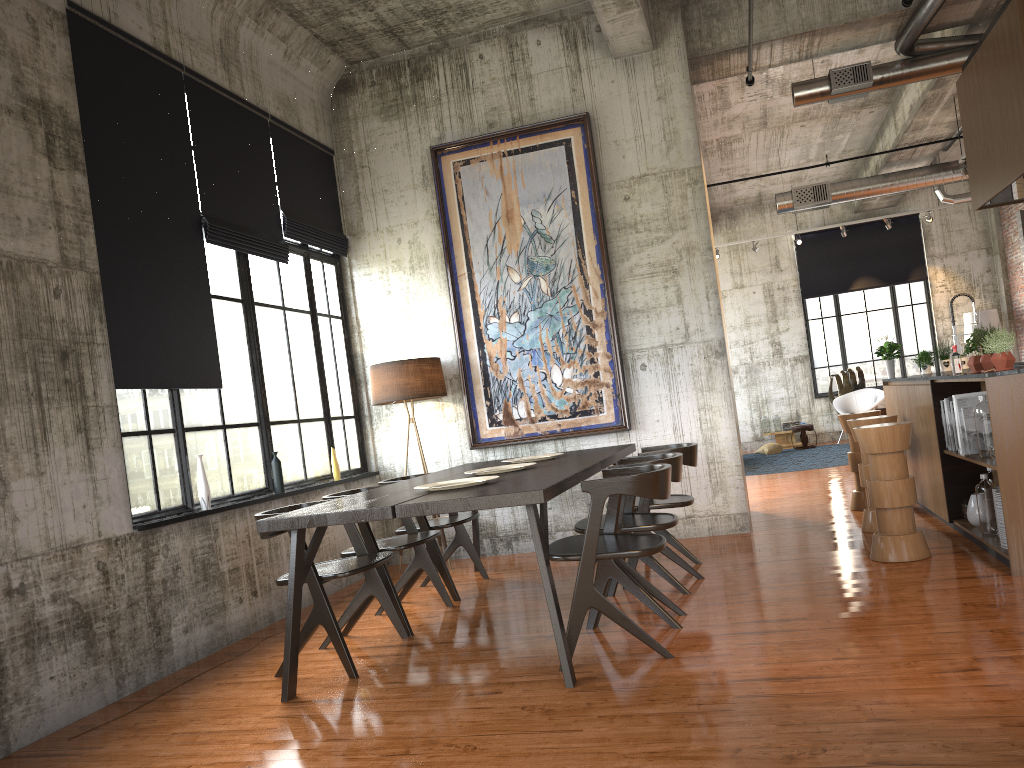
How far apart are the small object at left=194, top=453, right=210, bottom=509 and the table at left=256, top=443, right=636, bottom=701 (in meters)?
1.34

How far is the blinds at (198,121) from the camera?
7.0 meters

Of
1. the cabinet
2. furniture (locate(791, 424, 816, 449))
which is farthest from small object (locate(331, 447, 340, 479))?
furniture (locate(791, 424, 816, 449))

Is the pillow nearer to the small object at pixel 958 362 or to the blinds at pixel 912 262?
the blinds at pixel 912 262

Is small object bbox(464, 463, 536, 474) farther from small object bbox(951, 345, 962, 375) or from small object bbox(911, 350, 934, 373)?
small object bbox(911, 350, 934, 373)

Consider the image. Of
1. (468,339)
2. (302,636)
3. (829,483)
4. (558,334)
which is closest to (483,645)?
(302,636)

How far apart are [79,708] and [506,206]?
5.84m

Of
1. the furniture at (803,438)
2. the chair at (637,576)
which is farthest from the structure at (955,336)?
the furniture at (803,438)

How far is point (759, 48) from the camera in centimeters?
882cm

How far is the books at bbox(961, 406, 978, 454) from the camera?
6.5m
